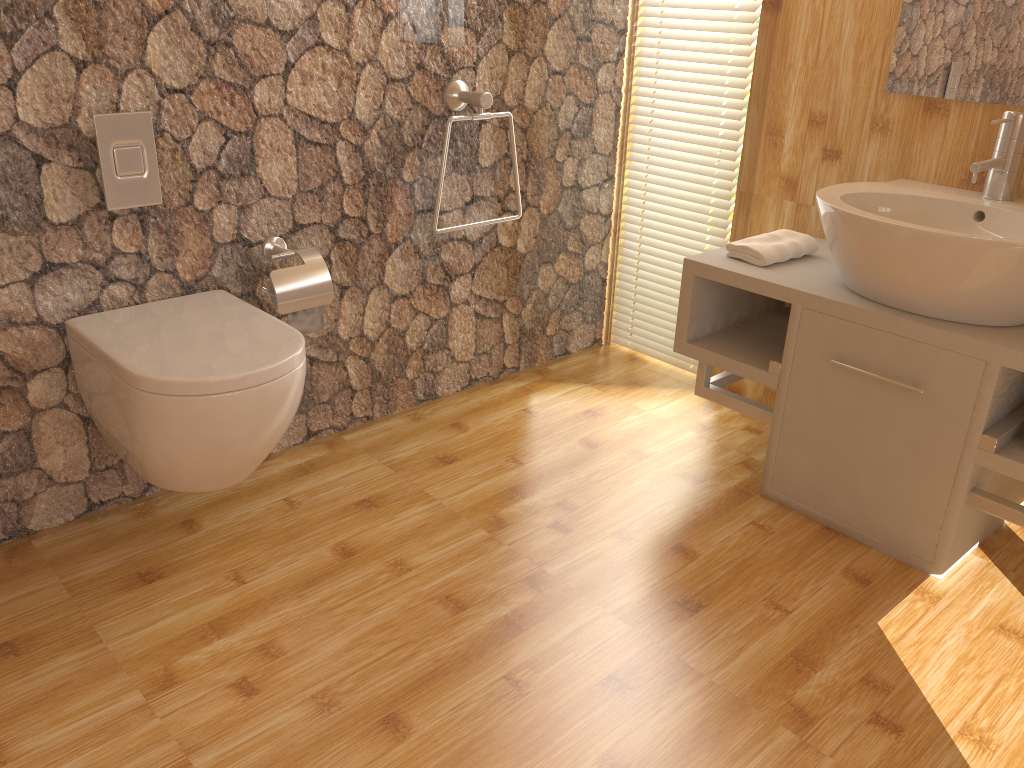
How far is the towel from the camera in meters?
2.3

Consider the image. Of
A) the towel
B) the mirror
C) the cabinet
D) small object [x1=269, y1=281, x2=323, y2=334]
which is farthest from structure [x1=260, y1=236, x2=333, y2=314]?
the mirror

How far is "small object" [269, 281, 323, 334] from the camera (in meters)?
2.17

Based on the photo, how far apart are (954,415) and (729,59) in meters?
1.3

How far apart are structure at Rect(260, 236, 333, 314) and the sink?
1.2m

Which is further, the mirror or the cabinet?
the mirror

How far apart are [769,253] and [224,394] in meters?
1.4 m

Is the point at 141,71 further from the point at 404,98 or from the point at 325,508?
the point at 325,508

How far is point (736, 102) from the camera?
2.7m

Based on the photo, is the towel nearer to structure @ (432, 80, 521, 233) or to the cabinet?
the cabinet
